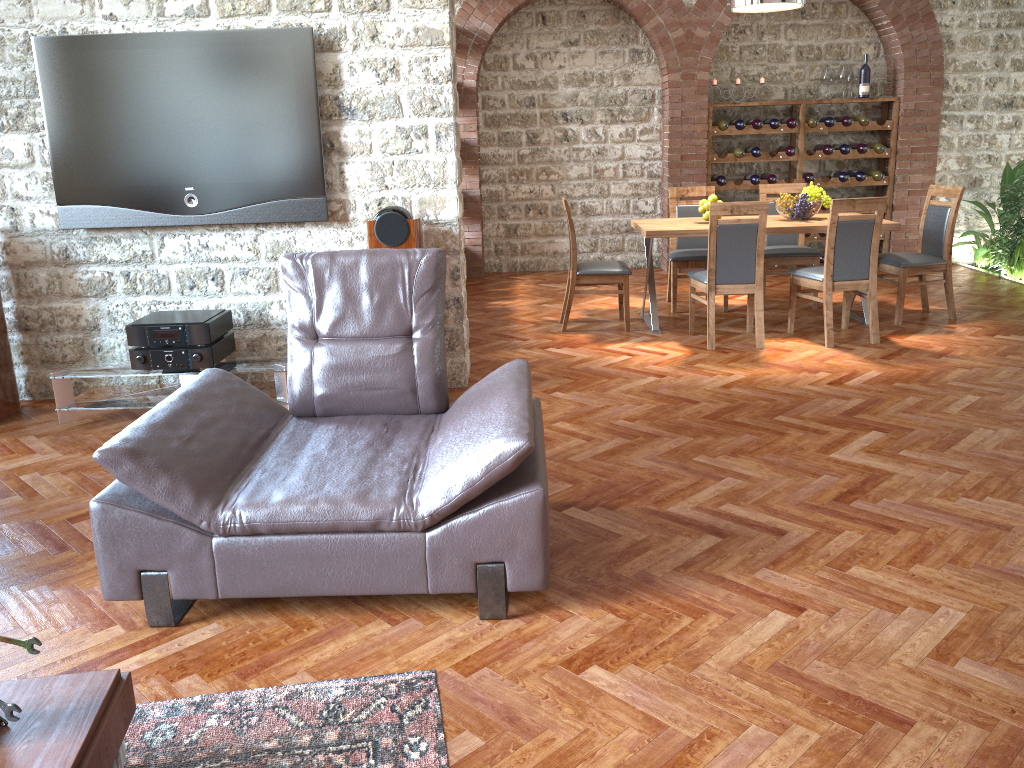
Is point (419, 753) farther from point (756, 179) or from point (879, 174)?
point (879, 174)

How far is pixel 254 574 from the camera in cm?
274

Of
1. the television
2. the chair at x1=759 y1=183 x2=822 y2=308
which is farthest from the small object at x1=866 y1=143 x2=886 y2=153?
the television

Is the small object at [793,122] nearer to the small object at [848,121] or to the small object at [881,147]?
the small object at [848,121]

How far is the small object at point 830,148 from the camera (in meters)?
8.90

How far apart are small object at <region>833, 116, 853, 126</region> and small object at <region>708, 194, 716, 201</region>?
3.1 meters

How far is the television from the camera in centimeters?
473cm

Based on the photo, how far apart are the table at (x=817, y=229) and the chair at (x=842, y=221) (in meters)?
0.23

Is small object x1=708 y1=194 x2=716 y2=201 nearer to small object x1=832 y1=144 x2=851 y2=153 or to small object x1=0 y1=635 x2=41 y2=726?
small object x1=832 y1=144 x2=851 y2=153

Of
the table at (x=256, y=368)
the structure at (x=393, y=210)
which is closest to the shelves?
the structure at (x=393, y=210)
